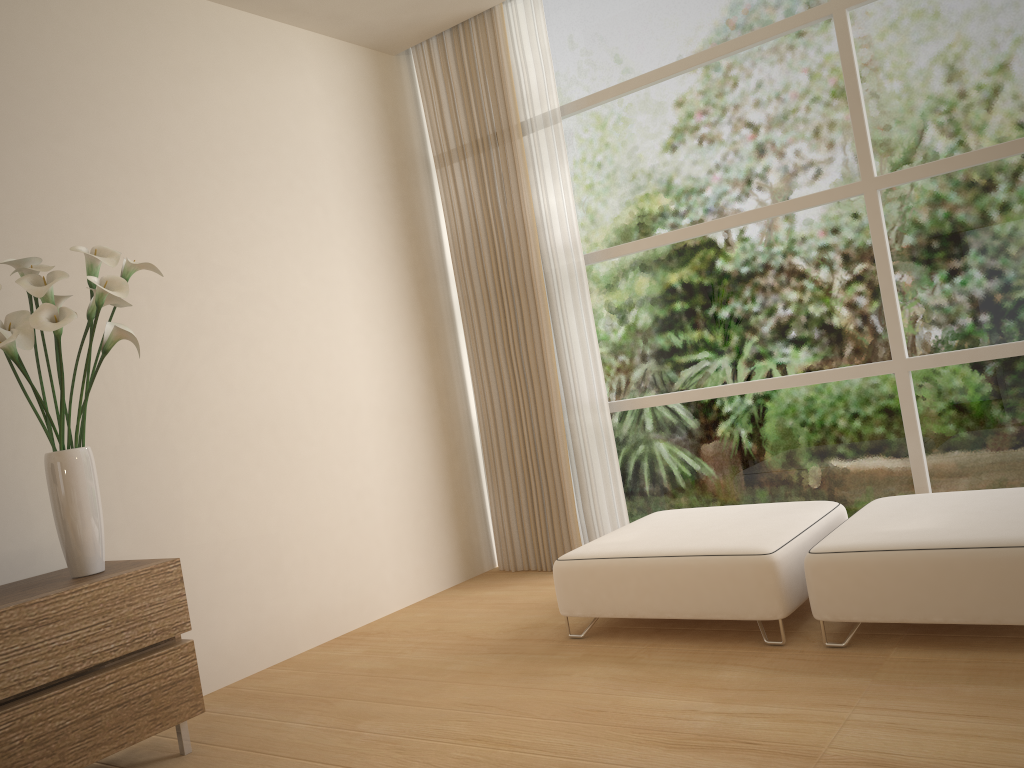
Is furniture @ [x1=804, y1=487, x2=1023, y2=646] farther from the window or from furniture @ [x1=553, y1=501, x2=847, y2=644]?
the window

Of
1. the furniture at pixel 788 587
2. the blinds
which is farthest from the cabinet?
the blinds

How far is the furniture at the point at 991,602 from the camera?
2.7 meters

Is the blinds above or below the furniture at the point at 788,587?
above

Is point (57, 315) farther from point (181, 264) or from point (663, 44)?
point (663, 44)

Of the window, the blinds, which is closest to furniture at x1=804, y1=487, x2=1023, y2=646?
the window

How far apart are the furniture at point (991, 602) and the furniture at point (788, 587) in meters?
0.1 m

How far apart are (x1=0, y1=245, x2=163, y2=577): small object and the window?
2.51m

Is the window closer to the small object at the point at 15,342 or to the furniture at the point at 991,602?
the furniture at the point at 991,602

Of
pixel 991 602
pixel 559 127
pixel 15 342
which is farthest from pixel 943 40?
pixel 15 342
